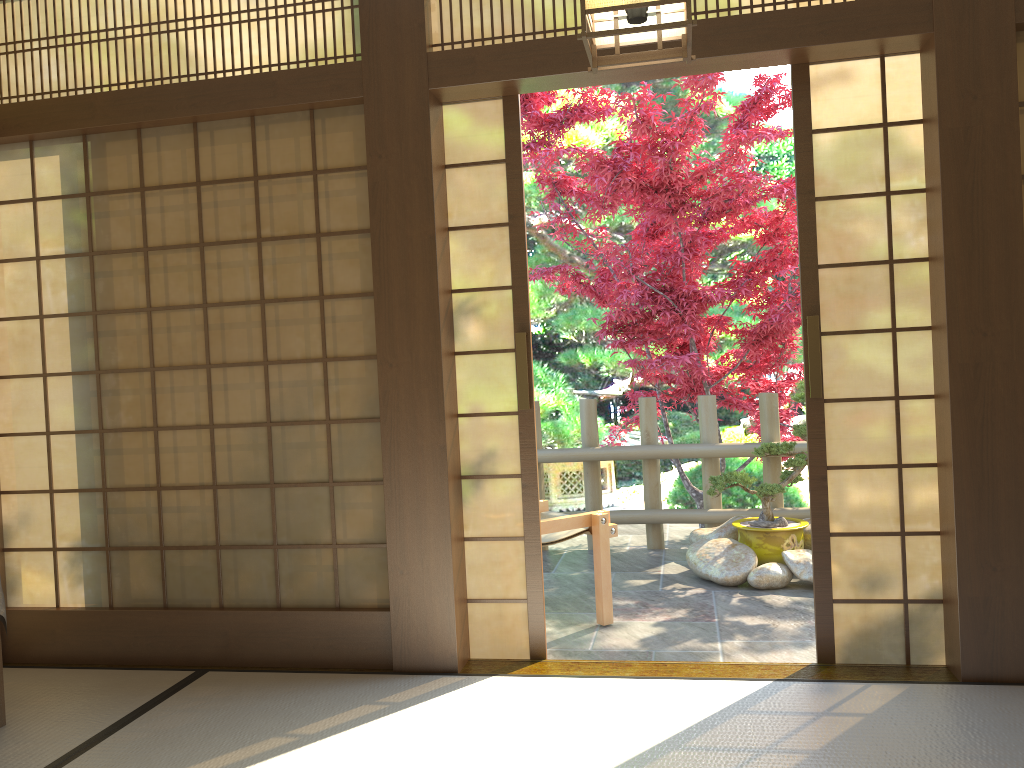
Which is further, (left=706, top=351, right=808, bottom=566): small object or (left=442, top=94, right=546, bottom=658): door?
(left=706, top=351, right=808, bottom=566): small object

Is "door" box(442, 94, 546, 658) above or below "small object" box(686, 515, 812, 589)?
above

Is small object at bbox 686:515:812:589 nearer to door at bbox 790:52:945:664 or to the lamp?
door at bbox 790:52:945:664

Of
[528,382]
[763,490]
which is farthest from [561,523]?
[763,490]

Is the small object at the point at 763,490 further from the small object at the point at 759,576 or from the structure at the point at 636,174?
the structure at the point at 636,174

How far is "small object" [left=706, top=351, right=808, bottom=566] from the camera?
5.1m

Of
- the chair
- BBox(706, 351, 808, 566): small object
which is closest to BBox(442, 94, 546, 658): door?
the chair

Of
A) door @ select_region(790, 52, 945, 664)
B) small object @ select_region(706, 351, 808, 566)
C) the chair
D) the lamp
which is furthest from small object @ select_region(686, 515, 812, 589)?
the lamp

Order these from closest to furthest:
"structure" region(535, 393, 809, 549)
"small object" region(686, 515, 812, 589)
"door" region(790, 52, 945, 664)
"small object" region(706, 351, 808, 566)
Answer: "door" region(790, 52, 945, 664) < "small object" region(686, 515, 812, 589) < "small object" region(706, 351, 808, 566) < "structure" region(535, 393, 809, 549)

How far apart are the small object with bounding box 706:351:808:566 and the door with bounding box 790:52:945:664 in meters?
1.7
